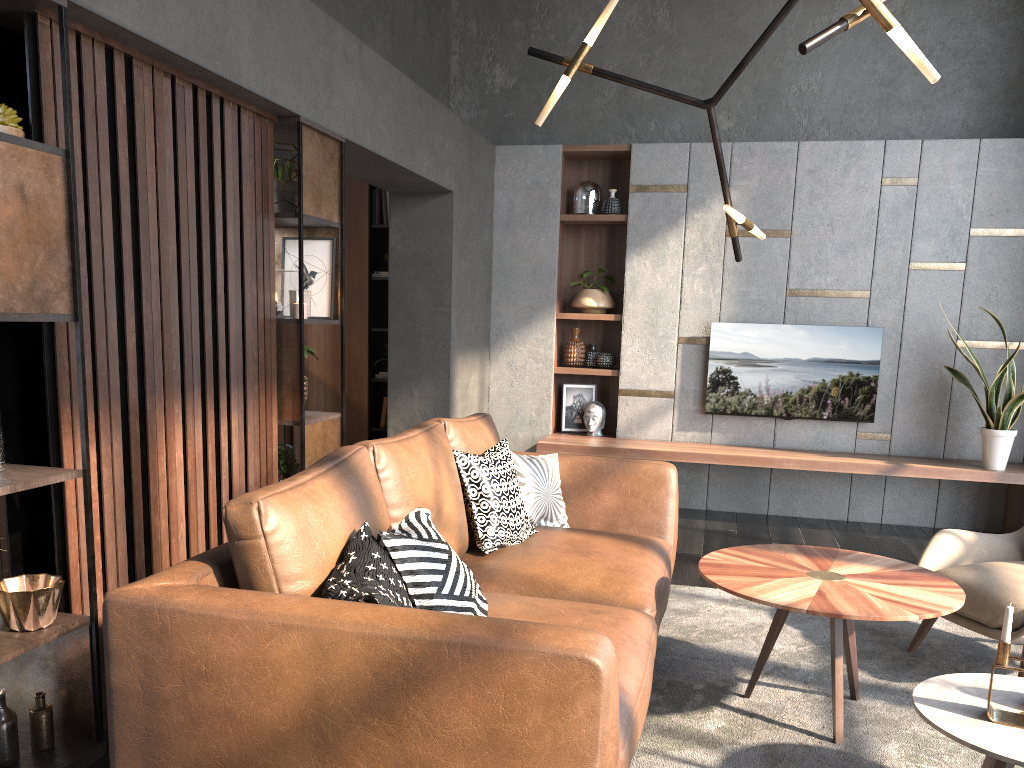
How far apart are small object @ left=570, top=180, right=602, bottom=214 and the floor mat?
3.12m

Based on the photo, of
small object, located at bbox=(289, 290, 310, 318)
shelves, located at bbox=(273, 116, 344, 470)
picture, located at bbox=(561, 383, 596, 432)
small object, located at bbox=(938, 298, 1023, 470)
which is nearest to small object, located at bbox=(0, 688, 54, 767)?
shelves, located at bbox=(273, 116, 344, 470)

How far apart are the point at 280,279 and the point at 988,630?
3.05m

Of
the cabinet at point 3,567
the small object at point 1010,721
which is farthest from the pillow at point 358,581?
the cabinet at point 3,567

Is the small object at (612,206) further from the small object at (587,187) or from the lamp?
the lamp

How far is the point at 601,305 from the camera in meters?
6.4

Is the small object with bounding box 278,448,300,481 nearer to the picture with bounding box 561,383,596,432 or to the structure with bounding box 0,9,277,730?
the structure with bounding box 0,9,277,730

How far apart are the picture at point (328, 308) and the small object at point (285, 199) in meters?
0.2 m

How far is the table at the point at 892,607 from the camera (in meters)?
2.53

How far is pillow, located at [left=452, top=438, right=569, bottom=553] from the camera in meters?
3.2 m
